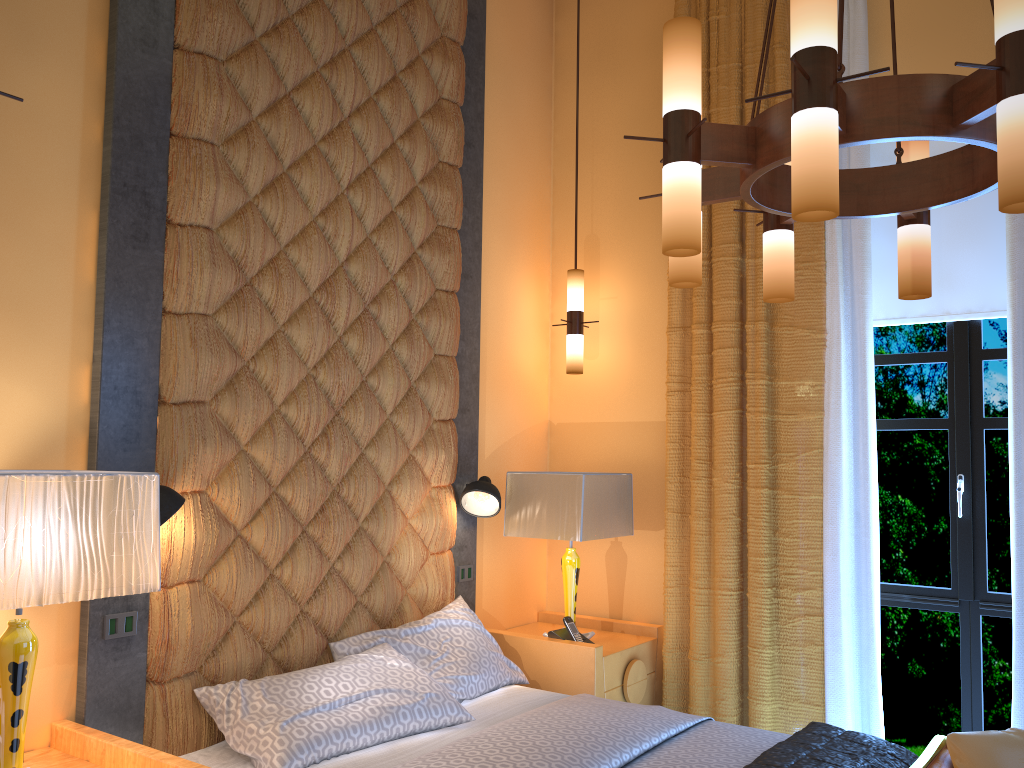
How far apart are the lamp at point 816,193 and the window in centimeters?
161cm

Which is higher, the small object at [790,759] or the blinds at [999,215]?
the blinds at [999,215]

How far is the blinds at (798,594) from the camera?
3.85m

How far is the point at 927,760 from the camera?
2.59m

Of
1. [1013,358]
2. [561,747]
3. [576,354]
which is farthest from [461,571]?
Result: [1013,358]

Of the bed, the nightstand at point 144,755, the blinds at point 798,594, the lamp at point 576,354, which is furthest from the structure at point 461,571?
the nightstand at point 144,755

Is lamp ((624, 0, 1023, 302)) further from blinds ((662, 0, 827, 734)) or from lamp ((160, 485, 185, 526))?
lamp ((160, 485, 185, 526))

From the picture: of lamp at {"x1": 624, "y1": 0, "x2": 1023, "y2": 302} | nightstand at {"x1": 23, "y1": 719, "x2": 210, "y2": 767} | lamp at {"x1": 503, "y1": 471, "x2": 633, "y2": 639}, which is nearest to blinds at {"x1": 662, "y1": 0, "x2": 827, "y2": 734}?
lamp at {"x1": 503, "y1": 471, "x2": 633, "y2": 639}

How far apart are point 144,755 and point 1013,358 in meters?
3.3

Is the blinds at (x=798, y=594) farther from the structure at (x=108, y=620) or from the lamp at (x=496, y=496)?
the structure at (x=108, y=620)
